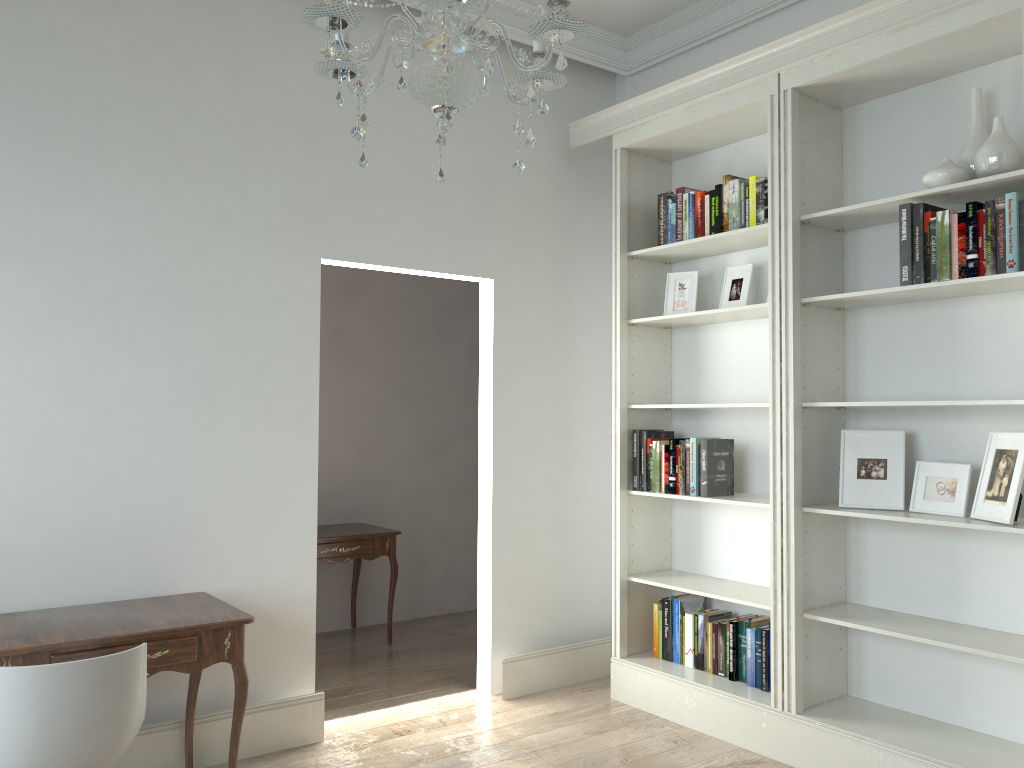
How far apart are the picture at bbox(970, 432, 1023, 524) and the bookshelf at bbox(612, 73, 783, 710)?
0.69m

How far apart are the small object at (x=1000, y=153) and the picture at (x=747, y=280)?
1.0 meters

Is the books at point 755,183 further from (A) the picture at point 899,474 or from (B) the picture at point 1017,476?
(B) the picture at point 1017,476

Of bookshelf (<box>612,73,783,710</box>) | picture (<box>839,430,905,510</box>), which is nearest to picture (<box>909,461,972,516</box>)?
picture (<box>839,430,905,510</box>)

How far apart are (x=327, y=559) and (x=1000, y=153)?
3.7m

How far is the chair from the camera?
2.17m

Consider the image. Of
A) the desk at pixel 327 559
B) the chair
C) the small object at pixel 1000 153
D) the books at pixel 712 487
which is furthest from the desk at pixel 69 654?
the small object at pixel 1000 153

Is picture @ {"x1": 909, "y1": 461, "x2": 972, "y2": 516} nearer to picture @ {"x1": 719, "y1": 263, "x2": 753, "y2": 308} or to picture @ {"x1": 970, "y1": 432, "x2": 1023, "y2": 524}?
picture @ {"x1": 970, "y1": 432, "x2": 1023, "y2": 524}

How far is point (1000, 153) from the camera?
2.9 meters

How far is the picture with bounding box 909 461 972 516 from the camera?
3.2 meters
